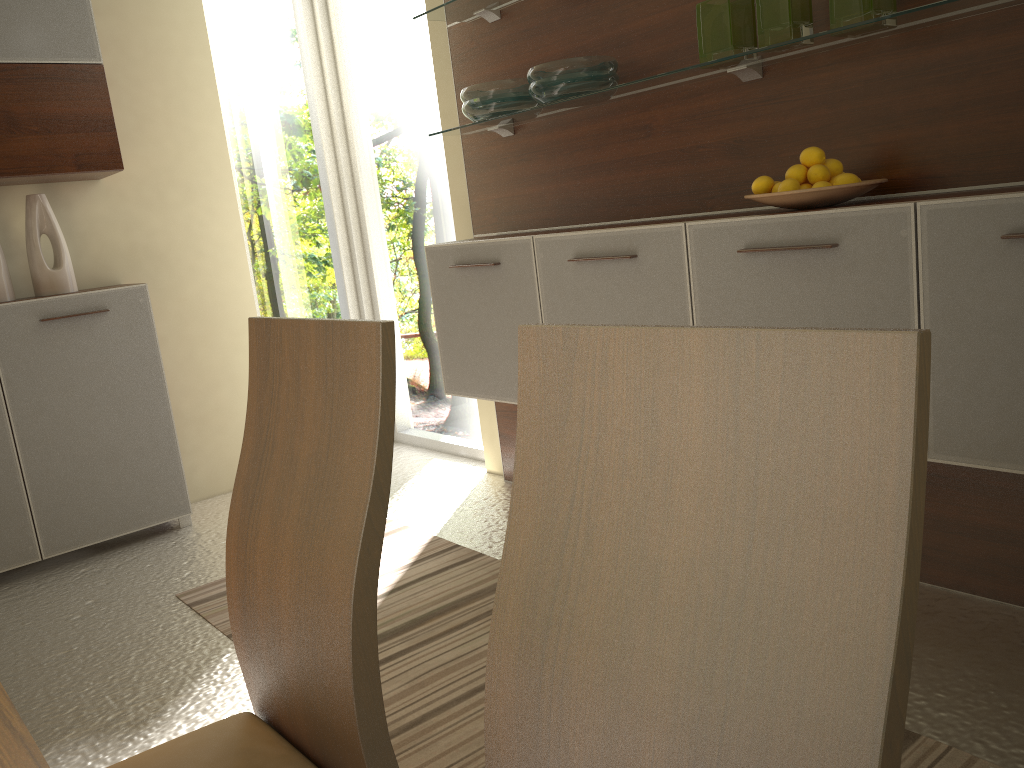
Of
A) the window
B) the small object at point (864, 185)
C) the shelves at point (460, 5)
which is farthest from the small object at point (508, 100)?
the small object at point (864, 185)

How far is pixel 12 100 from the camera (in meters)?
3.17

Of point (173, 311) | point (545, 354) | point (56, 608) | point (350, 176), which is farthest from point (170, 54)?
point (545, 354)

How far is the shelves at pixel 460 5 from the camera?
3.1 meters

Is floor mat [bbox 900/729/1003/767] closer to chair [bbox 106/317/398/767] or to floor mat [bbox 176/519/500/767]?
floor mat [bbox 176/519/500/767]

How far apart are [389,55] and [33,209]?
1.66m

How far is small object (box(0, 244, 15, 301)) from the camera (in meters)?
3.30

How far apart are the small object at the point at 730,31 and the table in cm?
215

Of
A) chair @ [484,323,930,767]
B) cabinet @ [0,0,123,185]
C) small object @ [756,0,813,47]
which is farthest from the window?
chair @ [484,323,930,767]

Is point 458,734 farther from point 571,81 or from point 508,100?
point 508,100
